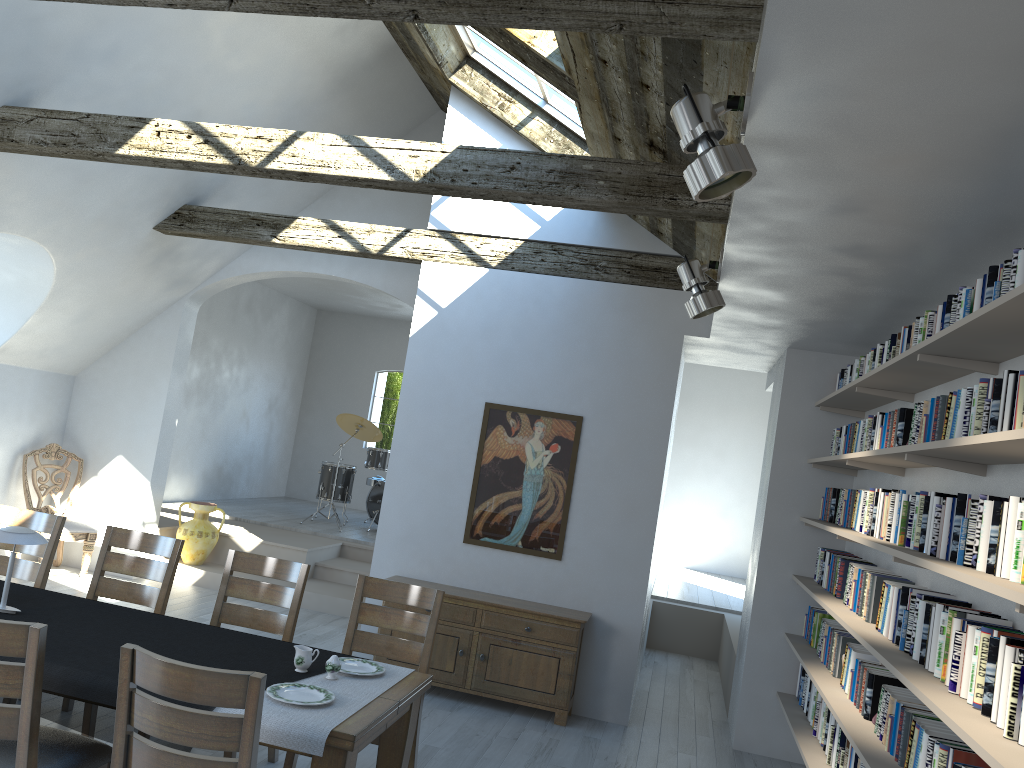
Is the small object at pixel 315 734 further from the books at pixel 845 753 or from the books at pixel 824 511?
the books at pixel 824 511

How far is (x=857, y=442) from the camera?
5.05m

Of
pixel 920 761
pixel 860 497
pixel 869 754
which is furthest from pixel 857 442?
pixel 920 761

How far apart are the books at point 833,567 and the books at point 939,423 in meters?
1.9 m

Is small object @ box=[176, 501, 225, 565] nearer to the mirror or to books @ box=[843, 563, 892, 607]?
the mirror

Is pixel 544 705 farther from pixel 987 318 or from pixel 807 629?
pixel 987 318

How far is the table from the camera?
3.0m

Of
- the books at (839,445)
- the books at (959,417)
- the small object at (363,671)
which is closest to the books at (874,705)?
the books at (959,417)

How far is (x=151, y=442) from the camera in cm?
848

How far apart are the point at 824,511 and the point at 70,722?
4.58m
